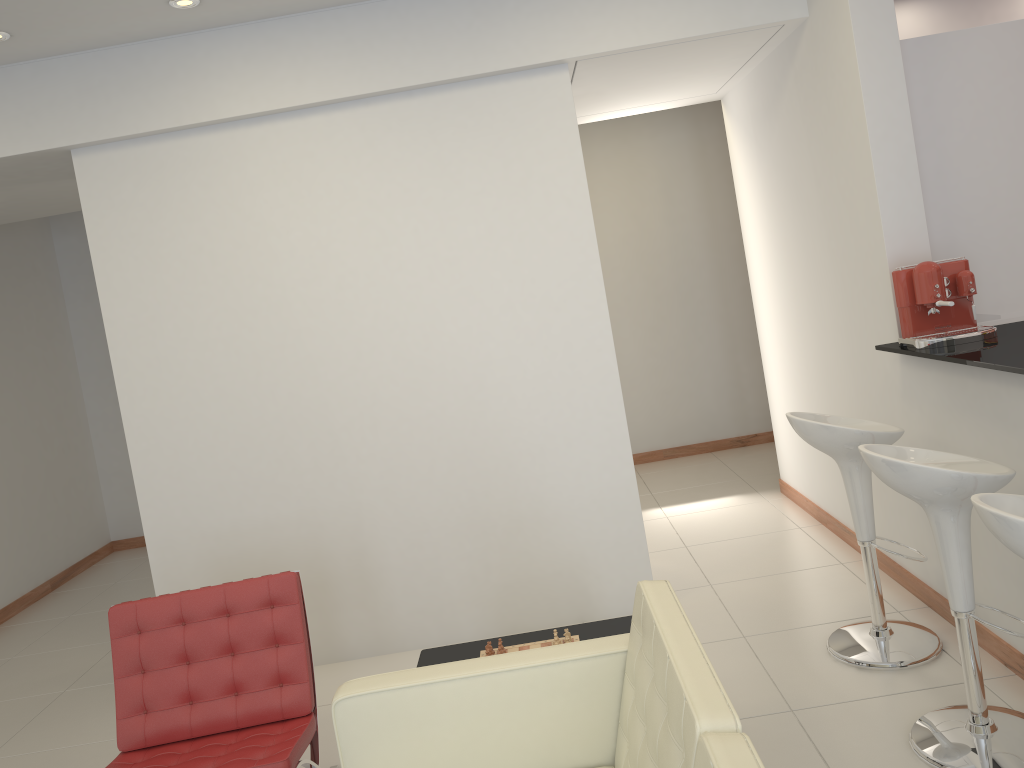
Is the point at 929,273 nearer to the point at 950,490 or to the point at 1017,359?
the point at 1017,359

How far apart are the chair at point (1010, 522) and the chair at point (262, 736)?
2.14m

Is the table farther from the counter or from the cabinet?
the cabinet

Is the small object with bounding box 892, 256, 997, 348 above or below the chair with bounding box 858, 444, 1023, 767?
above

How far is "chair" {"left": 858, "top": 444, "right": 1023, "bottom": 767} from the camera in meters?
2.7

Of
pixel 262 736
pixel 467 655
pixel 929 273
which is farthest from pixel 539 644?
pixel 929 273

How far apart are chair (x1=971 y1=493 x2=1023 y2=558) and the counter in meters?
0.6 m

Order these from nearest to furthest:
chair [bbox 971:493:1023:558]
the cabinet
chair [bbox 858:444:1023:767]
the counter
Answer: chair [bbox 971:493:1023:558], chair [bbox 858:444:1023:767], the counter, the cabinet

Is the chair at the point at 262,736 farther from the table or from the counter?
the counter

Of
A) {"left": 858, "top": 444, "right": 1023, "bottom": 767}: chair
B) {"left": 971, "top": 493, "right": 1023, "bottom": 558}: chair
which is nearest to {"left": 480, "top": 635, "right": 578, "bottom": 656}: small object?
{"left": 858, "top": 444, "right": 1023, "bottom": 767}: chair
